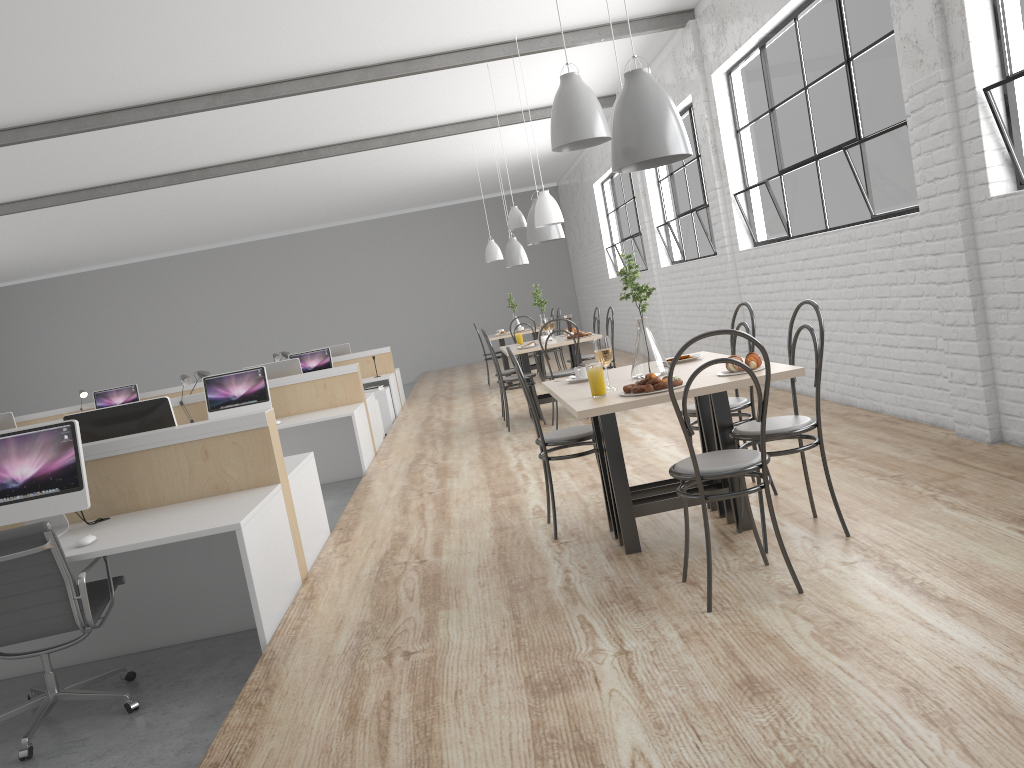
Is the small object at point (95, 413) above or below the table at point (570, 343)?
above

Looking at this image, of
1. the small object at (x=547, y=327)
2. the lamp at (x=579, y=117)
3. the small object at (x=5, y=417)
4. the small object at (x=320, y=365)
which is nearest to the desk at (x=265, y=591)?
the lamp at (x=579, y=117)

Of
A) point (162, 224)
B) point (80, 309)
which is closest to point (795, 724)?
point (162, 224)

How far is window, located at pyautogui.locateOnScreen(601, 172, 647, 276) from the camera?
9.3 meters

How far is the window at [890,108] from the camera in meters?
3.9 m

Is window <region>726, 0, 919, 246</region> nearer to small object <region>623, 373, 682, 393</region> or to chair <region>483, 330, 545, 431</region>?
chair <region>483, 330, 545, 431</region>

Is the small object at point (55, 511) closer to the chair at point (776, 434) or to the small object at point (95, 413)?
the small object at point (95, 413)

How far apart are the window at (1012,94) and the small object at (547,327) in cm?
337

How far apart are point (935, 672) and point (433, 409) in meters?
6.7

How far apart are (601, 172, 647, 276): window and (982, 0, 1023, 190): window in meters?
5.8 m
